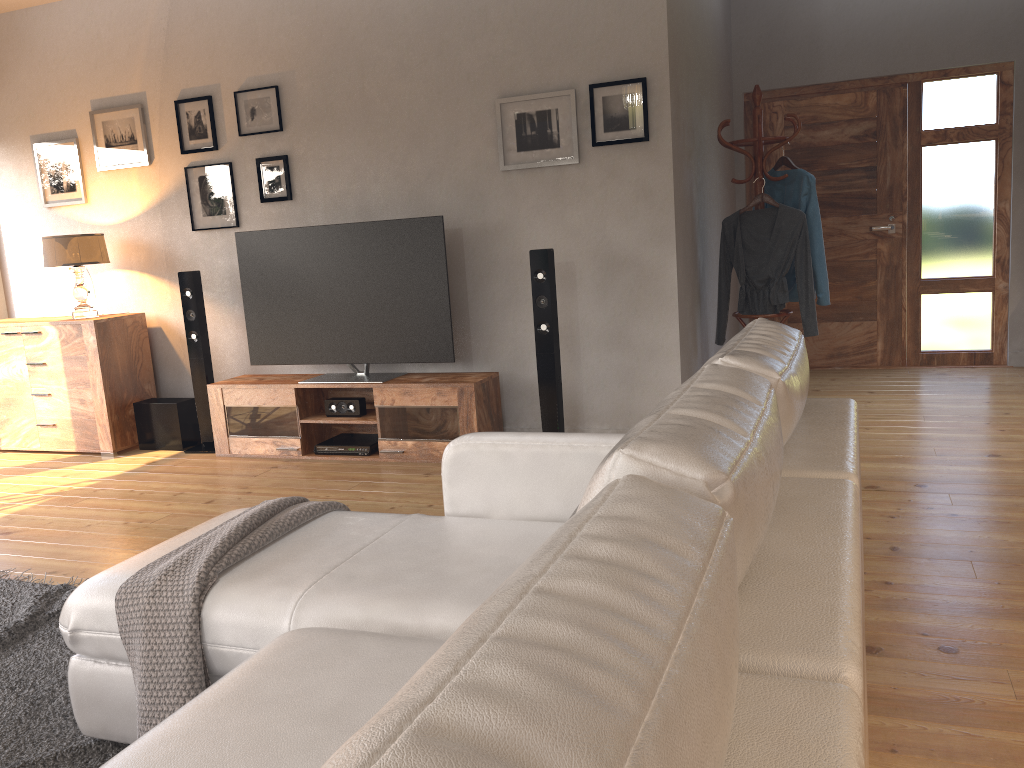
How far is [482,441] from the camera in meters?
2.4 m

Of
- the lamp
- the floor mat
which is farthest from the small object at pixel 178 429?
the floor mat

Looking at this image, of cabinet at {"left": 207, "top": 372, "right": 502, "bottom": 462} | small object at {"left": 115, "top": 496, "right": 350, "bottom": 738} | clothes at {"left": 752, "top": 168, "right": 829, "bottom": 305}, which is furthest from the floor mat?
clothes at {"left": 752, "top": 168, "right": 829, "bottom": 305}

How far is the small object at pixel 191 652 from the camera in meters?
1.9

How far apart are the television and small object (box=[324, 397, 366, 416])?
0.1m

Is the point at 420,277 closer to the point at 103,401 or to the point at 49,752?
the point at 103,401

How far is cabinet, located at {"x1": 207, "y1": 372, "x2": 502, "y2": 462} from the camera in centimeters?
465cm

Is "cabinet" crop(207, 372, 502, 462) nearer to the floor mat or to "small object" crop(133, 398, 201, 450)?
"small object" crop(133, 398, 201, 450)

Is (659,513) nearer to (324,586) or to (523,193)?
(324,586)

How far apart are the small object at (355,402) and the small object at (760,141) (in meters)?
2.17
